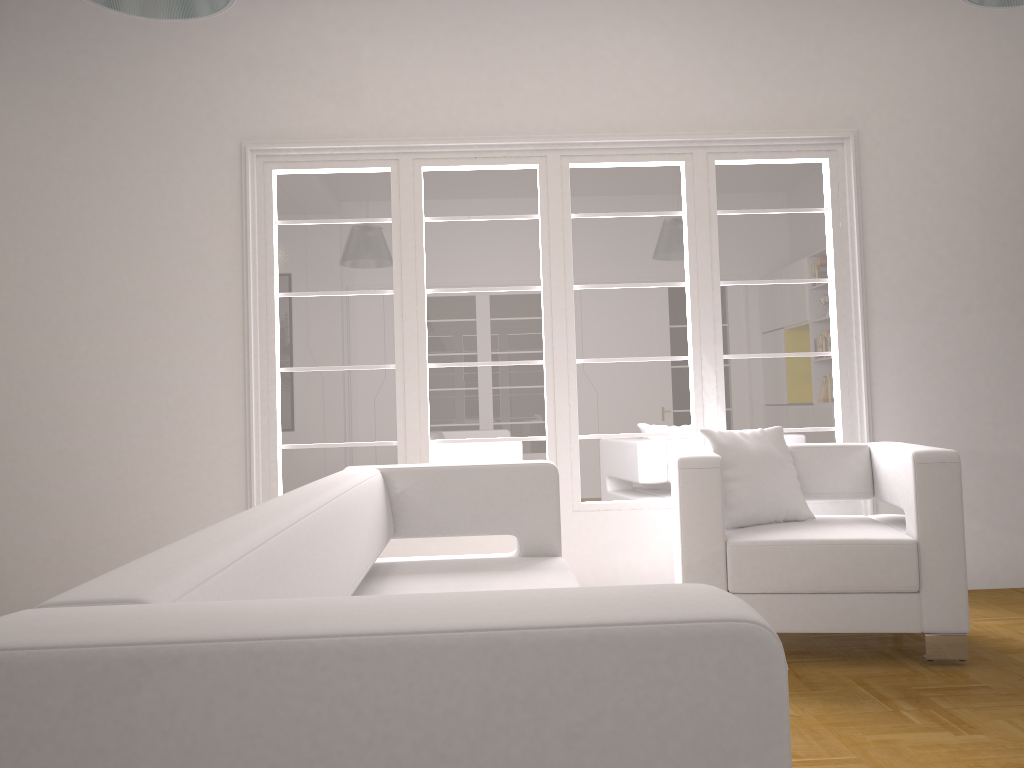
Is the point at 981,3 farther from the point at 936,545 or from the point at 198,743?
the point at 198,743

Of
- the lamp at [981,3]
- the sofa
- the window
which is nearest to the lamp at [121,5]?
the sofa

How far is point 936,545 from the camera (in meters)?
3.46

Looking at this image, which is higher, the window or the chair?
the window

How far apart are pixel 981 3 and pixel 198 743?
3.0m

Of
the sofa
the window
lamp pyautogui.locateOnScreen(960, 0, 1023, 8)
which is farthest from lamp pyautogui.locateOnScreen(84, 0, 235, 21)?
lamp pyautogui.locateOnScreen(960, 0, 1023, 8)

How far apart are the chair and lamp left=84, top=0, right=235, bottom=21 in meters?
2.3

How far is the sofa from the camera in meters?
0.8 m

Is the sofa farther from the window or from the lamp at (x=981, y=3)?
the lamp at (x=981, y=3)

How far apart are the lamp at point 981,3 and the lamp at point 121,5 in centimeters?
223cm
